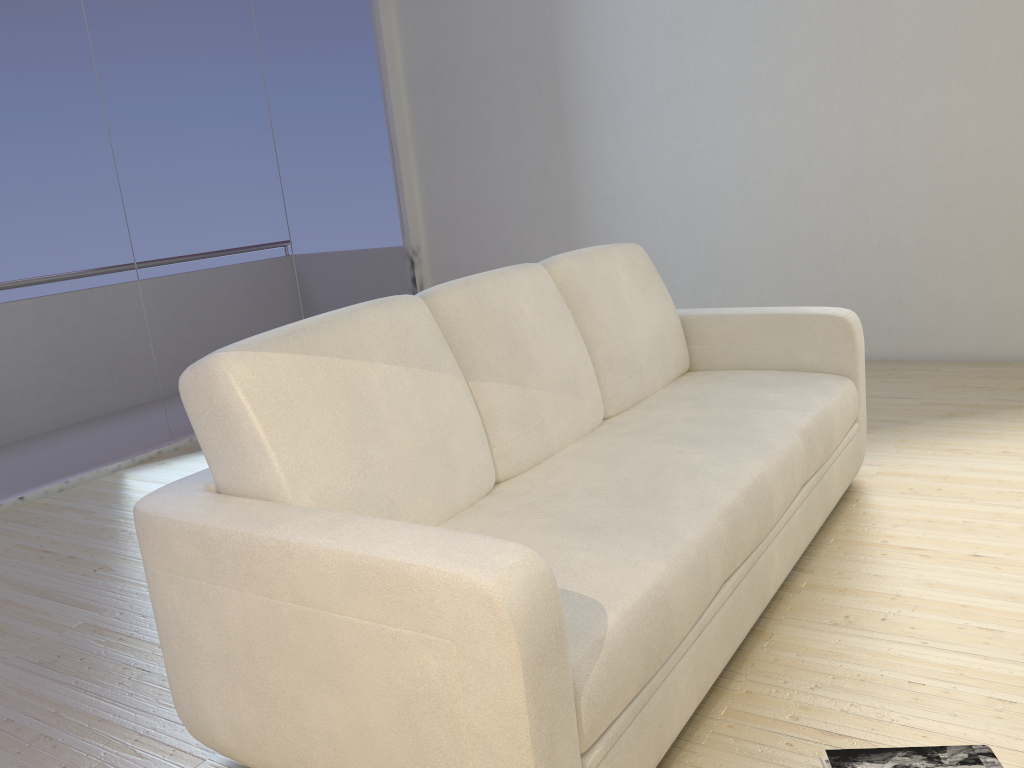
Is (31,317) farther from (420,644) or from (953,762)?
(953,762)

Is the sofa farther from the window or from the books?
the window

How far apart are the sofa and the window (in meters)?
2.42

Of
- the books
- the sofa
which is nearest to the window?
the sofa

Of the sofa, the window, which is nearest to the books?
the sofa

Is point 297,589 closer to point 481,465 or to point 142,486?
point 481,465

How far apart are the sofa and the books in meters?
0.3 m

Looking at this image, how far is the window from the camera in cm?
379

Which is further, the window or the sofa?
the window

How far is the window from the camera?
3.8m
